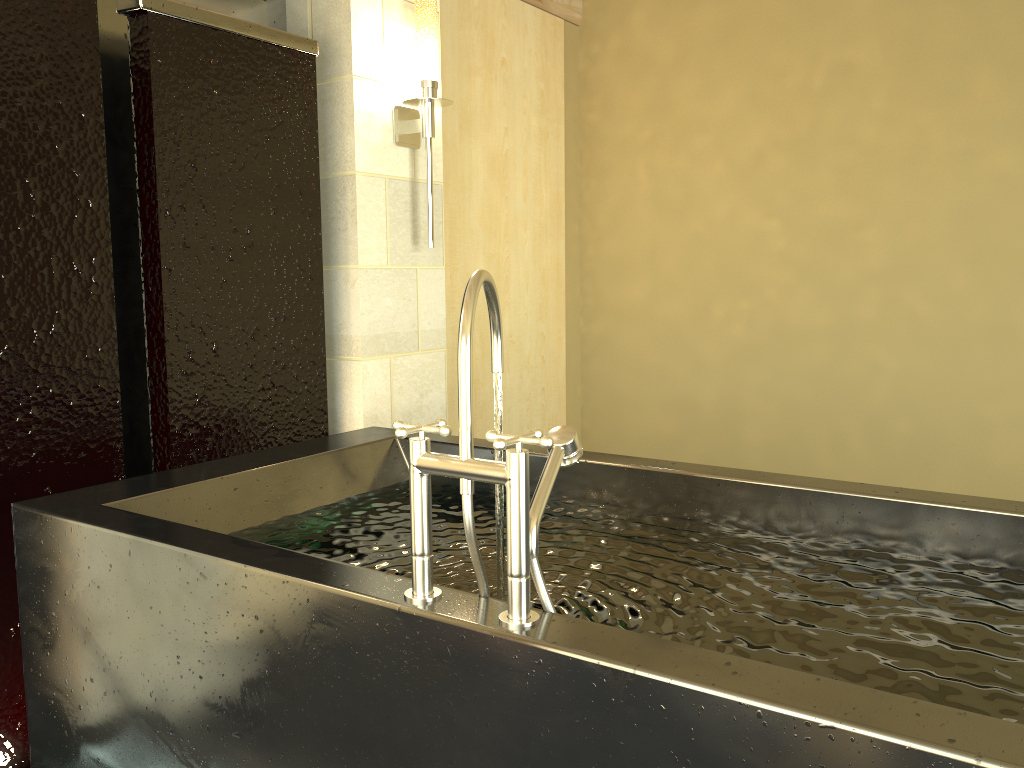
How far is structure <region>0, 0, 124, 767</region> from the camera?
2.0 meters

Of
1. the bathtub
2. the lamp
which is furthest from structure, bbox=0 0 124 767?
the lamp

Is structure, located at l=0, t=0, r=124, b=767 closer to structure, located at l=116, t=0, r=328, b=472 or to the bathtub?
structure, located at l=116, t=0, r=328, b=472

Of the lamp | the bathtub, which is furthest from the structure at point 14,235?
the lamp

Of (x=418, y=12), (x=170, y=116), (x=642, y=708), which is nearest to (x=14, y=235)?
(x=170, y=116)

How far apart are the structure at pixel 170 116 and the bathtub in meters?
0.3 m

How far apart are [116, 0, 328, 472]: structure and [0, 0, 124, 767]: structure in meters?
0.1 m

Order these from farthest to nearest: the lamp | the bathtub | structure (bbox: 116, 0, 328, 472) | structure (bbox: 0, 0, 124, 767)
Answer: the lamp → structure (bbox: 116, 0, 328, 472) → structure (bbox: 0, 0, 124, 767) → the bathtub

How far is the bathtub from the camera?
1.0 meters

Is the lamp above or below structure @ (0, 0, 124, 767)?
above
